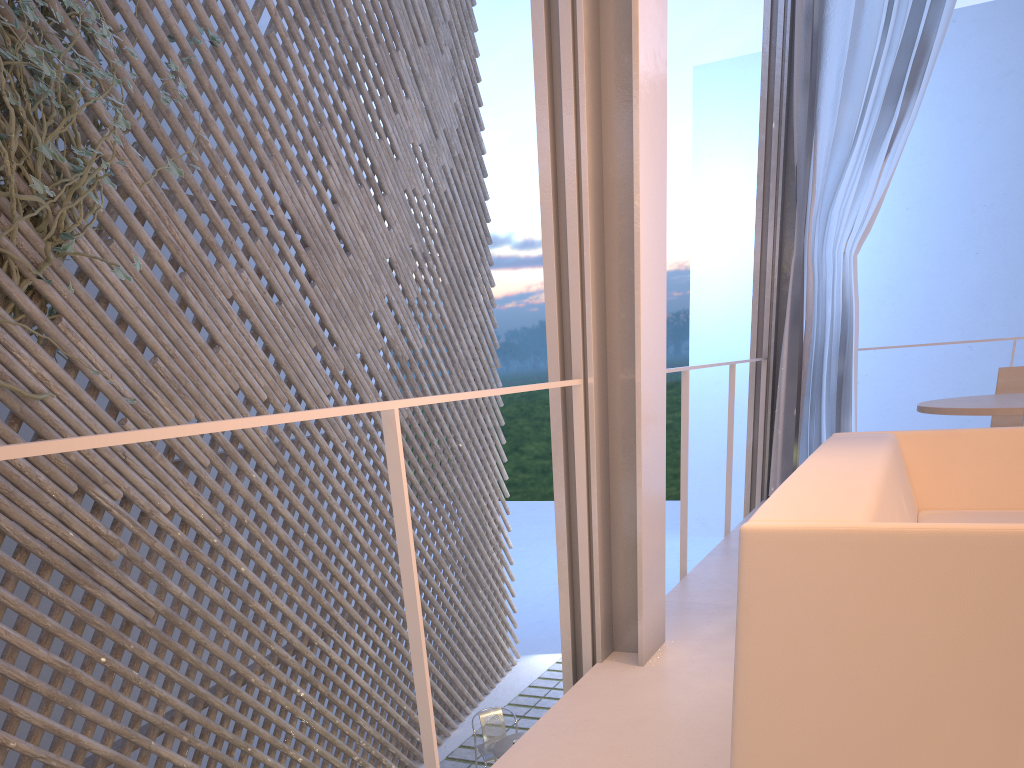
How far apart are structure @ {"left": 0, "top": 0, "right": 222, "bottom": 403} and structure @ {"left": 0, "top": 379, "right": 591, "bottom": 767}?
1.38m

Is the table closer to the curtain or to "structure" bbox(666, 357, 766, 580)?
"structure" bbox(666, 357, 766, 580)

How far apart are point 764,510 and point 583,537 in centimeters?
57cm

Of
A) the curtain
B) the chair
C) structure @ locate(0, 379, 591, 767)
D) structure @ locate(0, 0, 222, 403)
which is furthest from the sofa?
the chair

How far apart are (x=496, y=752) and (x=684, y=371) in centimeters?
203cm

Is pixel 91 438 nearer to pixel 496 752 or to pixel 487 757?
pixel 496 752

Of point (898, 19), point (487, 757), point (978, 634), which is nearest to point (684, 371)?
point (978, 634)

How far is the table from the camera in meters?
3.4

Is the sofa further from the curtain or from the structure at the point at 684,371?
the curtain

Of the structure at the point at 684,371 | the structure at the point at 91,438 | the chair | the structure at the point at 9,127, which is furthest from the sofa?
the chair
